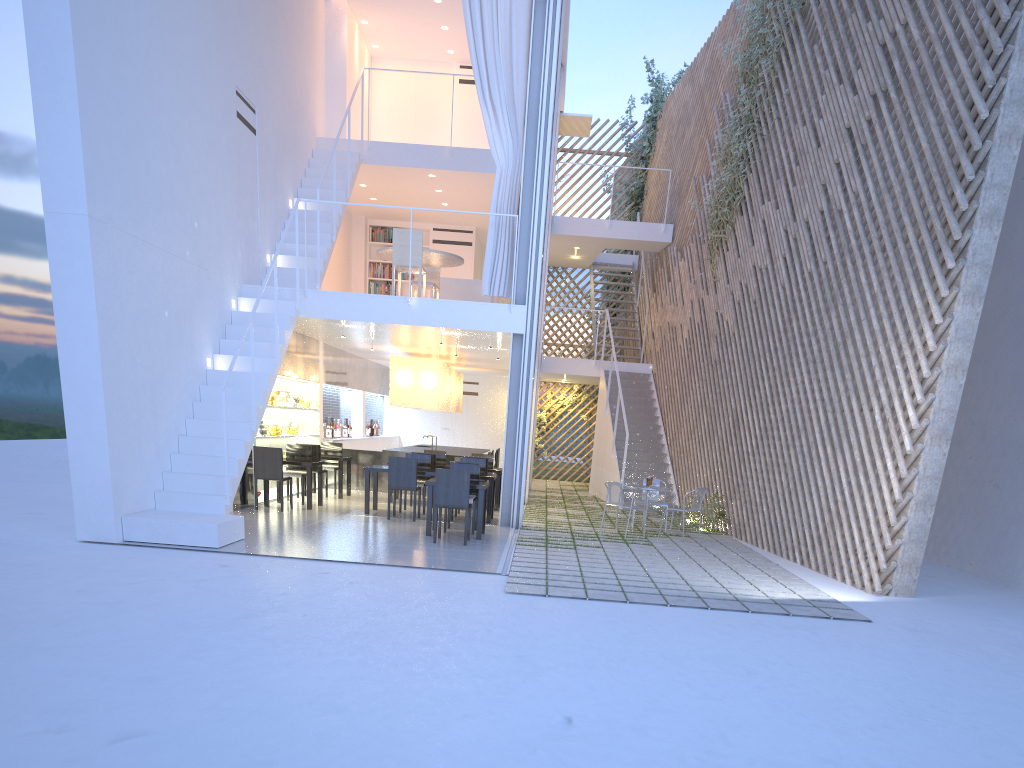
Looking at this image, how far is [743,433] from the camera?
6.4m

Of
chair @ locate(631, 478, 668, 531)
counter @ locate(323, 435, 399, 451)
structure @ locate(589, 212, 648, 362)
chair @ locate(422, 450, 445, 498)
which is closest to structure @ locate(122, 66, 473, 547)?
chair @ locate(422, 450, 445, 498)

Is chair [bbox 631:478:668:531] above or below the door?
below

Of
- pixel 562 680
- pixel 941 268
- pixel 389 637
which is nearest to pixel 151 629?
pixel 389 637

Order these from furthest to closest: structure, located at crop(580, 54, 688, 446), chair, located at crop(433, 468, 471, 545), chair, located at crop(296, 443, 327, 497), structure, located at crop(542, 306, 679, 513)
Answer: structure, located at crop(580, 54, 688, 446)
structure, located at crop(542, 306, 679, 513)
chair, located at crop(296, 443, 327, 497)
chair, located at crop(433, 468, 471, 545)

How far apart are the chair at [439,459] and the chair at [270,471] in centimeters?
192cm

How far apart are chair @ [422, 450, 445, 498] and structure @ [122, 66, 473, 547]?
1.9m

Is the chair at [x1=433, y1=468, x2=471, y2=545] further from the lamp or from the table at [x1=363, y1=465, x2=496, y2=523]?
the lamp

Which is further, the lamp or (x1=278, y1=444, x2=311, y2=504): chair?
the lamp

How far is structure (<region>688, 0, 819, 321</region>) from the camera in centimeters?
717cm
